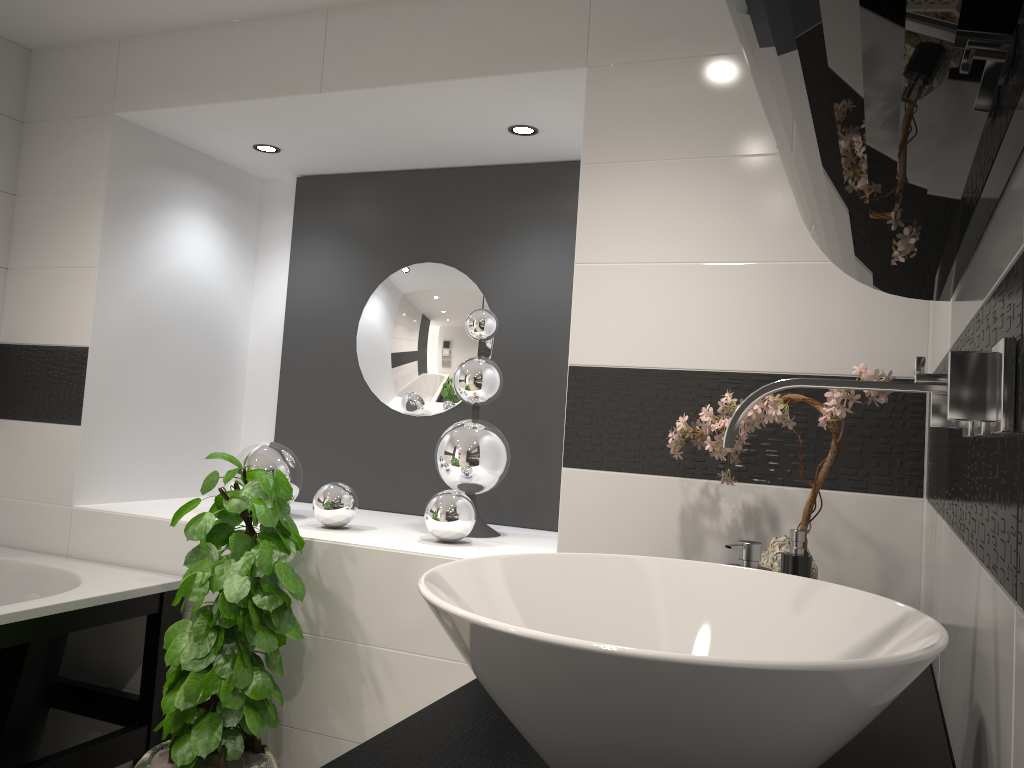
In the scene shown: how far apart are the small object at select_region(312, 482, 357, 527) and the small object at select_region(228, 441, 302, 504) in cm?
24

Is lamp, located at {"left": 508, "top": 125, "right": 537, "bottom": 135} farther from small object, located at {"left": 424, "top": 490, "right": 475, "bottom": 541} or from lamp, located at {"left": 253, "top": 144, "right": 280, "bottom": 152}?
small object, located at {"left": 424, "top": 490, "right": 475, "bottom": 541}

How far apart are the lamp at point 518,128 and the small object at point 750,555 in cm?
195

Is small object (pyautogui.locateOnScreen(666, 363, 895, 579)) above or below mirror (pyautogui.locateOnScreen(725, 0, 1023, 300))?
below

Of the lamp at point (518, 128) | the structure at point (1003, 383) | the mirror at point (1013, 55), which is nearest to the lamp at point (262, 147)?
the lamp at point (518, 128)

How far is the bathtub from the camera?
2.4m

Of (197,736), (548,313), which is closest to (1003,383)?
(197,736)

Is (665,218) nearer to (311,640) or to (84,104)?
(311,640)

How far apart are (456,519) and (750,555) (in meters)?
1.42

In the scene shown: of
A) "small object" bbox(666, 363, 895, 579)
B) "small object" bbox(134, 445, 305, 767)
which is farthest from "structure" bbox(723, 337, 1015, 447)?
"small object" bbox(134, 445, 305, 767)
